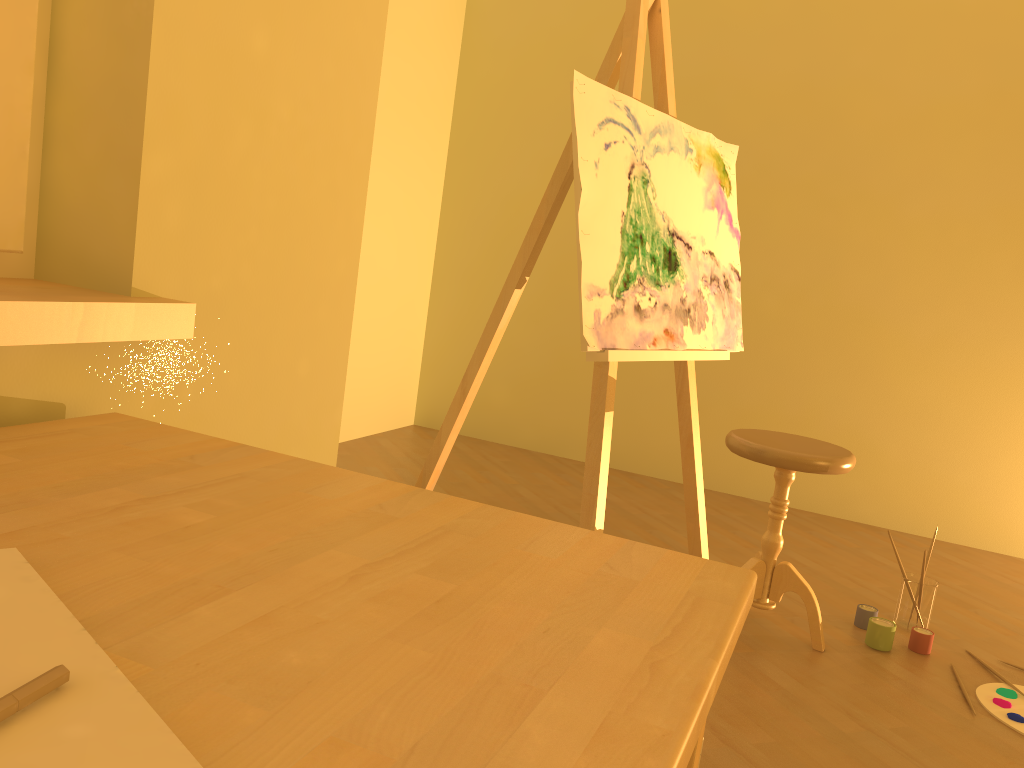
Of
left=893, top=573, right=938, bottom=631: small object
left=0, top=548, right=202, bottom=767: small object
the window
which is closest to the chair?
left=893, top=573, right=938, bottom=631: small object

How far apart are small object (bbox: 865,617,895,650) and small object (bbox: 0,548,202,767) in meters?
2.4

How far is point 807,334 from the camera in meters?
4.0 m

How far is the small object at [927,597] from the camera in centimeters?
265cm

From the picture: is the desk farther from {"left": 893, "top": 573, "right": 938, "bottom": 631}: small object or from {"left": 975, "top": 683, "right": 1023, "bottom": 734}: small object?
{"left": 893, "top": 573, "right": 938, "bottom": 631}: small object

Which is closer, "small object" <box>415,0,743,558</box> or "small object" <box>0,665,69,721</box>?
"small object" <box>0,665,69,721</box>

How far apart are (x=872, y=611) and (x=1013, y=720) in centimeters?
52cm

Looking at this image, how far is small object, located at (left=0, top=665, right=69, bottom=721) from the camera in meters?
0.4

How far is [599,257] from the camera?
2.35m

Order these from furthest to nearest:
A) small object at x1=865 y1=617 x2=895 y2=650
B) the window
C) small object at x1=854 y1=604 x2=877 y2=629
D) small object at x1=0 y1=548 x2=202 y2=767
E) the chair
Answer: small object at x1=854 y1=604 x2=877 y2=629, small object at x1=865 y1=617 x2=895 y2=650, the chair, the window, small object at x1=0 y1=548 x2=202 y2=767
